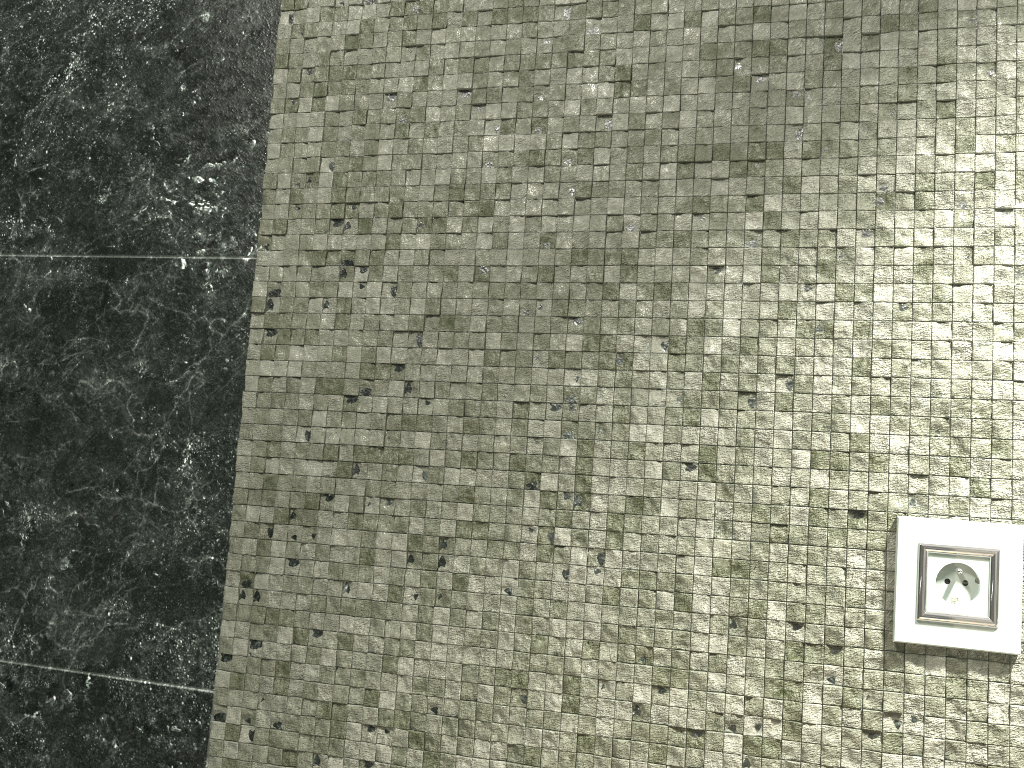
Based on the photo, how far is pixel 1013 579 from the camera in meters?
0.8

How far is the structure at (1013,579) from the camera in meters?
0.8 m

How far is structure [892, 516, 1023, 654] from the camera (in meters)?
0.83
